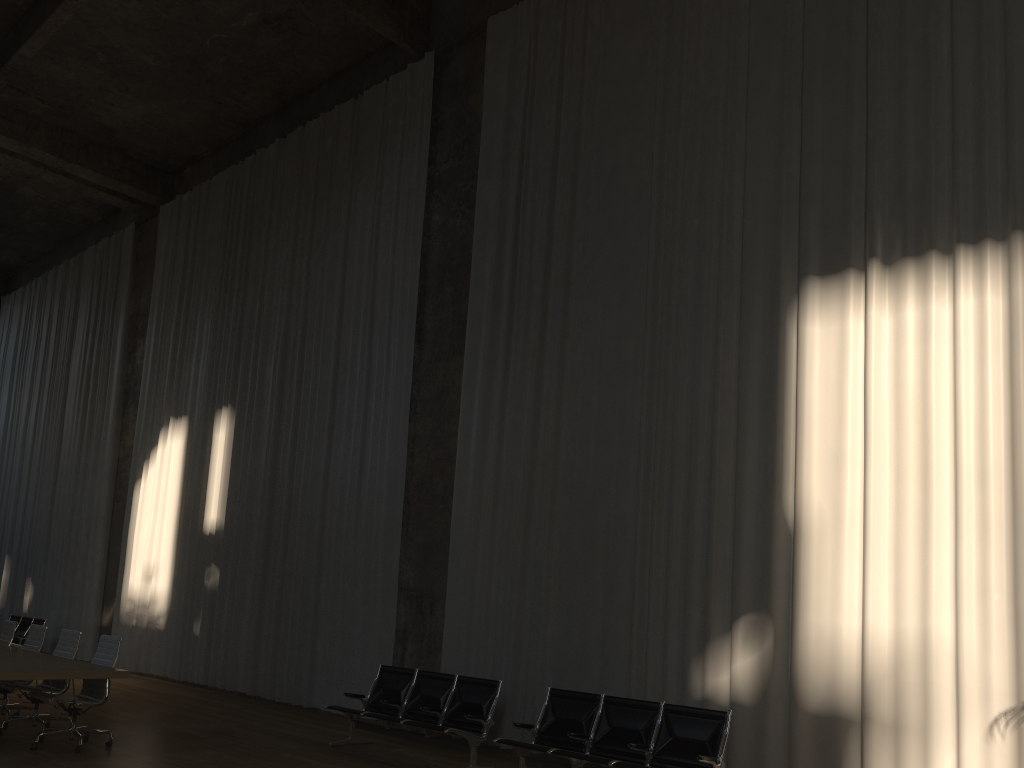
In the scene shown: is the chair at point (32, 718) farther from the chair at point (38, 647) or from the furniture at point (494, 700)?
the furniture at point (494, 700)

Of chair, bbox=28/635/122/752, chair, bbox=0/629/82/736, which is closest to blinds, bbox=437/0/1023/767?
chair, bbox=28/635/122/752

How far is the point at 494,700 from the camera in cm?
794

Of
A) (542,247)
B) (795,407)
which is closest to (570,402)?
(542,247)

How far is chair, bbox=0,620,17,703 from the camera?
9.92m

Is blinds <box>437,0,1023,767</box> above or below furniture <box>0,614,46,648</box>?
above

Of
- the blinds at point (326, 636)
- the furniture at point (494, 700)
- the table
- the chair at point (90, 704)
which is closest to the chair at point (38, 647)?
the table

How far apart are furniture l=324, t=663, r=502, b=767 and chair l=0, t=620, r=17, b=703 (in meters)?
4.17

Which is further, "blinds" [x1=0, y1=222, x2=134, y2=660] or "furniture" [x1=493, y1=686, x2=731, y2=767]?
"blinds" [x1=0, y1=222, x2=134, y2=660]

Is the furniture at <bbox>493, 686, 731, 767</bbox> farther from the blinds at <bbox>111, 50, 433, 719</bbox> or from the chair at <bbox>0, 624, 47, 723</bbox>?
the chair at <bbox>0, 624, 47, 723</bbox>
